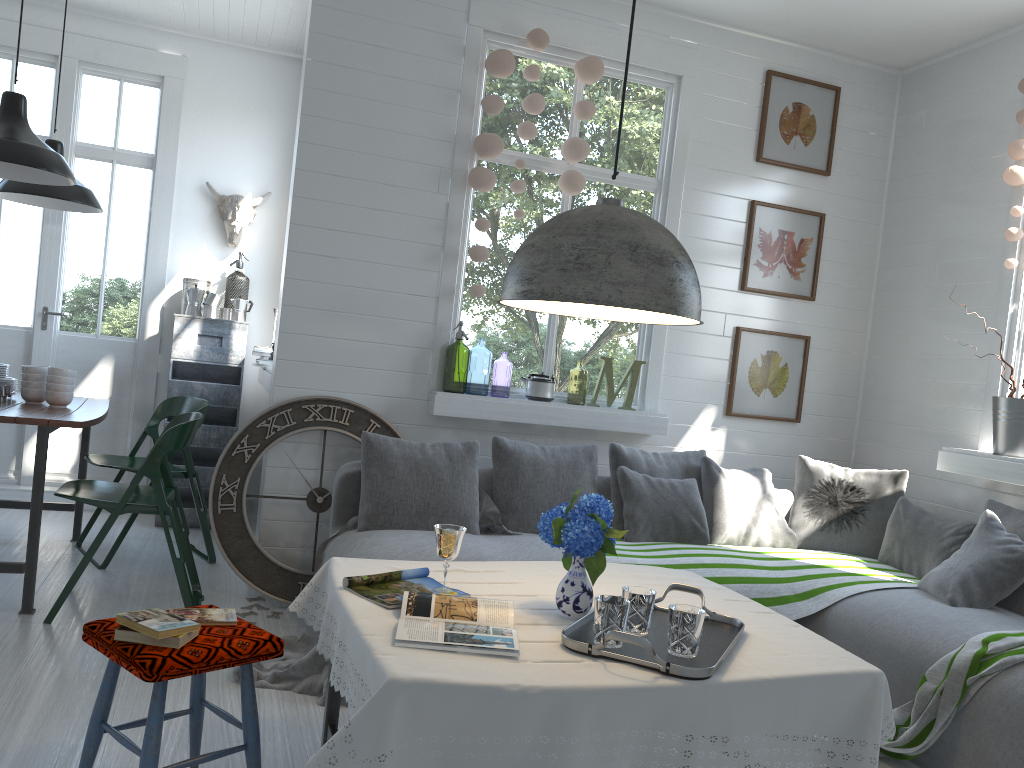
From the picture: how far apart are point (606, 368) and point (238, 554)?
2.36m

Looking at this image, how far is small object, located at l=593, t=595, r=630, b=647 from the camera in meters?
2.2

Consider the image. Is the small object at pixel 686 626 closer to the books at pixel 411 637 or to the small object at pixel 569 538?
the small object at pixel 569 538

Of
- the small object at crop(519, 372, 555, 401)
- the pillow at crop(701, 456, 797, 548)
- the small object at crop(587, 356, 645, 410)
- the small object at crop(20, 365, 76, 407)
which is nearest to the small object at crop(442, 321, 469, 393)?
the small object at crop(519, 372, 555, 401)

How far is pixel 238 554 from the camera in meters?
4.7 m

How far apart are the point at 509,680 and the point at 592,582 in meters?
0.6

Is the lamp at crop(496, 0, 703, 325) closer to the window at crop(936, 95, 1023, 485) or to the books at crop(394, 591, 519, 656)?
the books at crop(394, 591, 519, 656)

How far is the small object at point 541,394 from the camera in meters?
5.2

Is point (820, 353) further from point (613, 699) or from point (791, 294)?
point (613, 699)

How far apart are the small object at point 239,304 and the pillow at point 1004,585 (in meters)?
4.85
